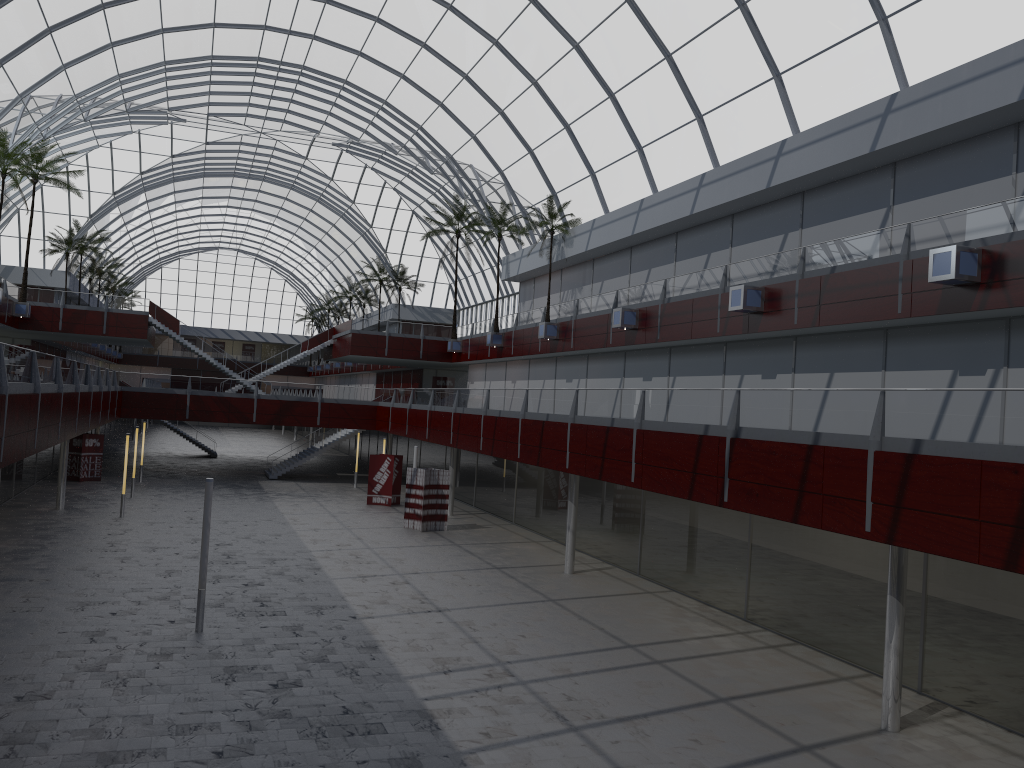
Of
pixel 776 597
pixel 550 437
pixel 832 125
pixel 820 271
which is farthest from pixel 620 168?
pixel 776 597

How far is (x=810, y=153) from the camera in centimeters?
3381cm
